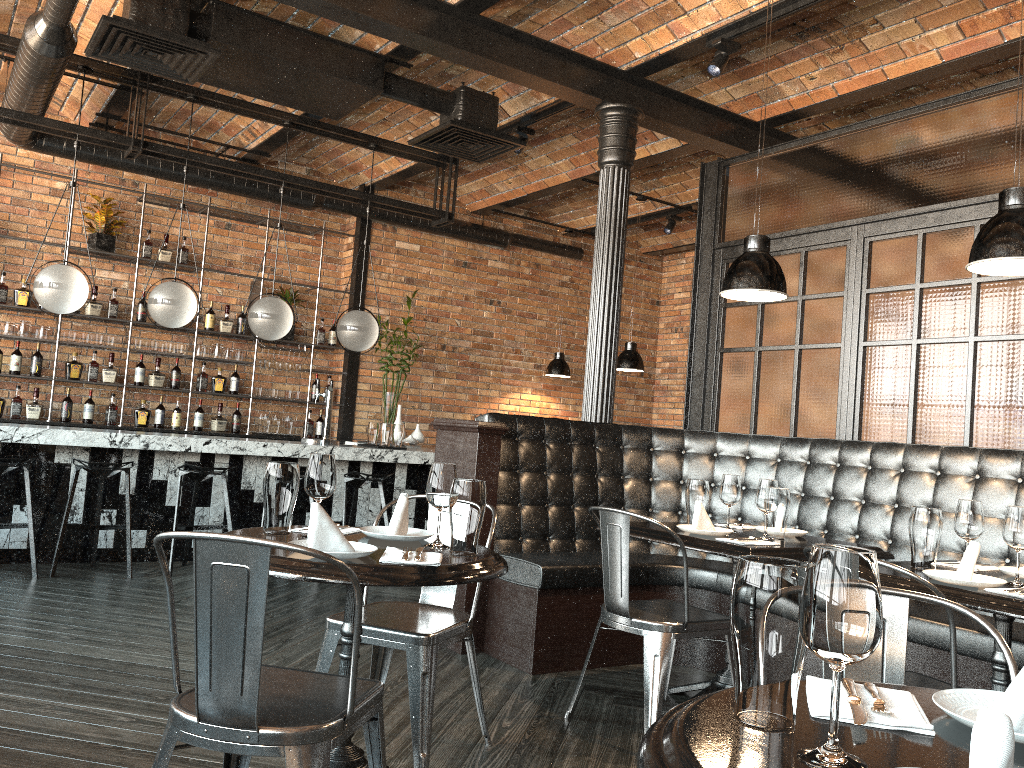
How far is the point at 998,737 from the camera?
0.8m

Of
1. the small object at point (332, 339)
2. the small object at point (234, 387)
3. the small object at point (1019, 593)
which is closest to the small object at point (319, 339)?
the small object at point (332, 339)

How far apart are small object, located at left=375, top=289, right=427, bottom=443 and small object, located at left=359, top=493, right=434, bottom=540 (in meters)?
5.90

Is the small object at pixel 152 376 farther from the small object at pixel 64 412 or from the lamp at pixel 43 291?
the lamp at pixel 43 291

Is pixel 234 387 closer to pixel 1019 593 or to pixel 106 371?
pixel 106 371

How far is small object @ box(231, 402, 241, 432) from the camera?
8.5m

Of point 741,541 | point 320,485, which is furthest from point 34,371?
point 741,541

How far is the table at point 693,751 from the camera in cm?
102

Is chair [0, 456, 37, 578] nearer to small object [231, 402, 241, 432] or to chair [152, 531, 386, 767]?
small object [231, 402, 241, 432]

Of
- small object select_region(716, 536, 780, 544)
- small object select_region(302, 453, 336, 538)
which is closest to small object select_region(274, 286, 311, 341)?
small object select_region(716, 536, 780, 544)
